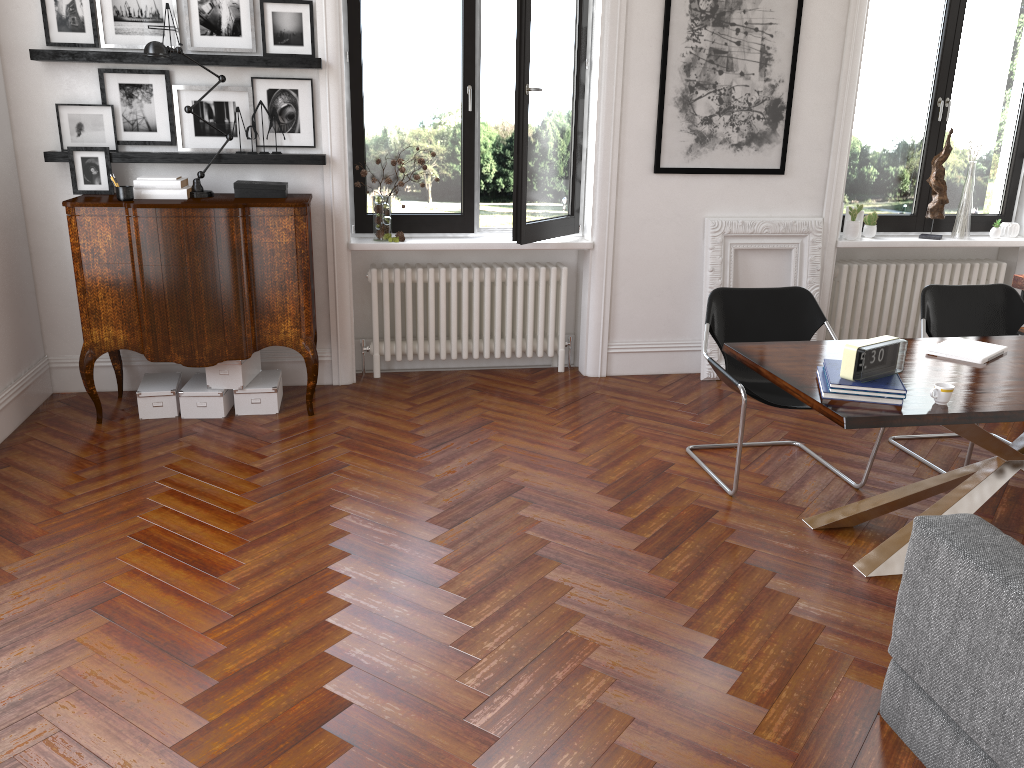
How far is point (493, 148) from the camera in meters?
A: 8.7 m

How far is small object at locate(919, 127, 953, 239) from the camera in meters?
6.1 m

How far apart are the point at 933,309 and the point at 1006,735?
3.0m

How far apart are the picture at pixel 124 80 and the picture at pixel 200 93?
0.04m

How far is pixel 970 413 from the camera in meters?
3.0 m

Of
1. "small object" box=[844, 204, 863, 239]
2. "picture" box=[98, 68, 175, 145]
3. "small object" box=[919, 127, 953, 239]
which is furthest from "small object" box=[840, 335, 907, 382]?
"picture" box=[98, 68, 175, 145]

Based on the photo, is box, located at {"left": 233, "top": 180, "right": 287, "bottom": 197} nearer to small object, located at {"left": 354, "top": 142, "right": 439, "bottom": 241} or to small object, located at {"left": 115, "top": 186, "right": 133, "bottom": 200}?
small object, located at {"left": 115, "top": 186, "right": 133, "bottom": 200}

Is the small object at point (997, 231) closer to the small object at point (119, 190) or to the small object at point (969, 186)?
the small object at point (969, 186)

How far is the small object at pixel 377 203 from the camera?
5.5m

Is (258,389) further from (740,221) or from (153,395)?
(740,221)
